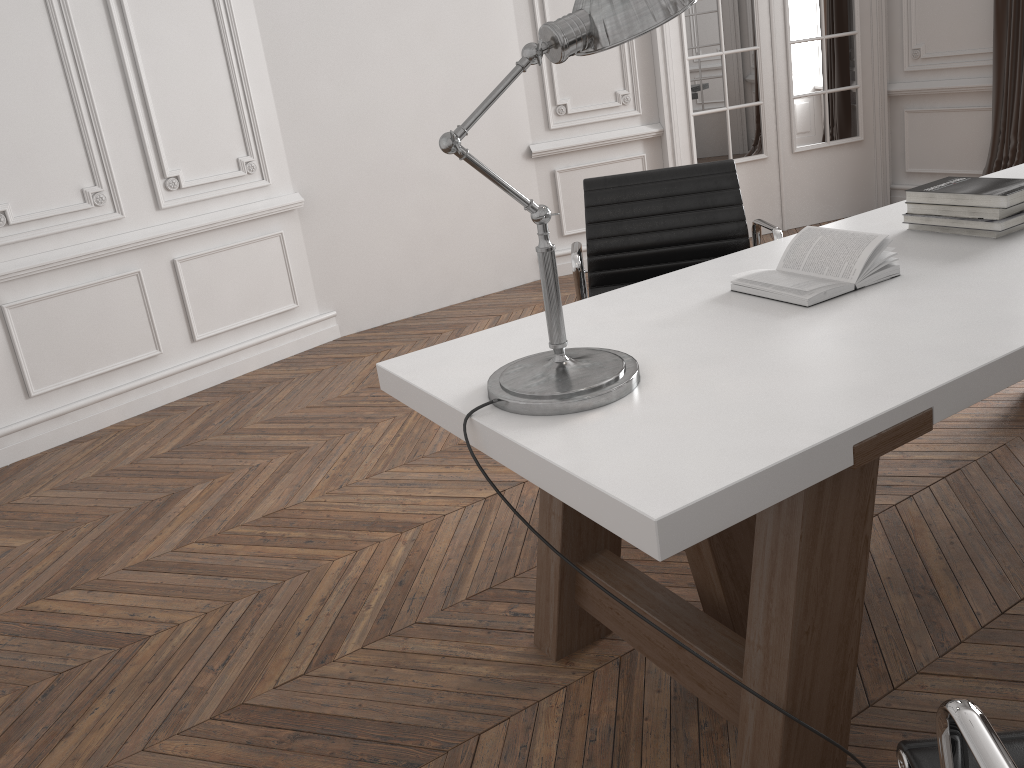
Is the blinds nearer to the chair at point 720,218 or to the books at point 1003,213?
the chair at point 720,218

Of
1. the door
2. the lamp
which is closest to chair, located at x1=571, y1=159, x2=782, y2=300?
the lamp

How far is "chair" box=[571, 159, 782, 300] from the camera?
2.7m

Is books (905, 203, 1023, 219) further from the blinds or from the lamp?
the blinds

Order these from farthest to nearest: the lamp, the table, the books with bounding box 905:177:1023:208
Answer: the books with bounding box 905:177:1023:208, the lamp, the table

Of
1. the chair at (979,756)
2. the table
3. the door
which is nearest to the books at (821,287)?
the table

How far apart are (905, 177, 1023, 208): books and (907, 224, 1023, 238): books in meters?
0.1

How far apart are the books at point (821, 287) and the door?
3.47m

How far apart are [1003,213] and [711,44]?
3.6m

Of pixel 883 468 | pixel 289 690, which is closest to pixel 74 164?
pixel 289 690
